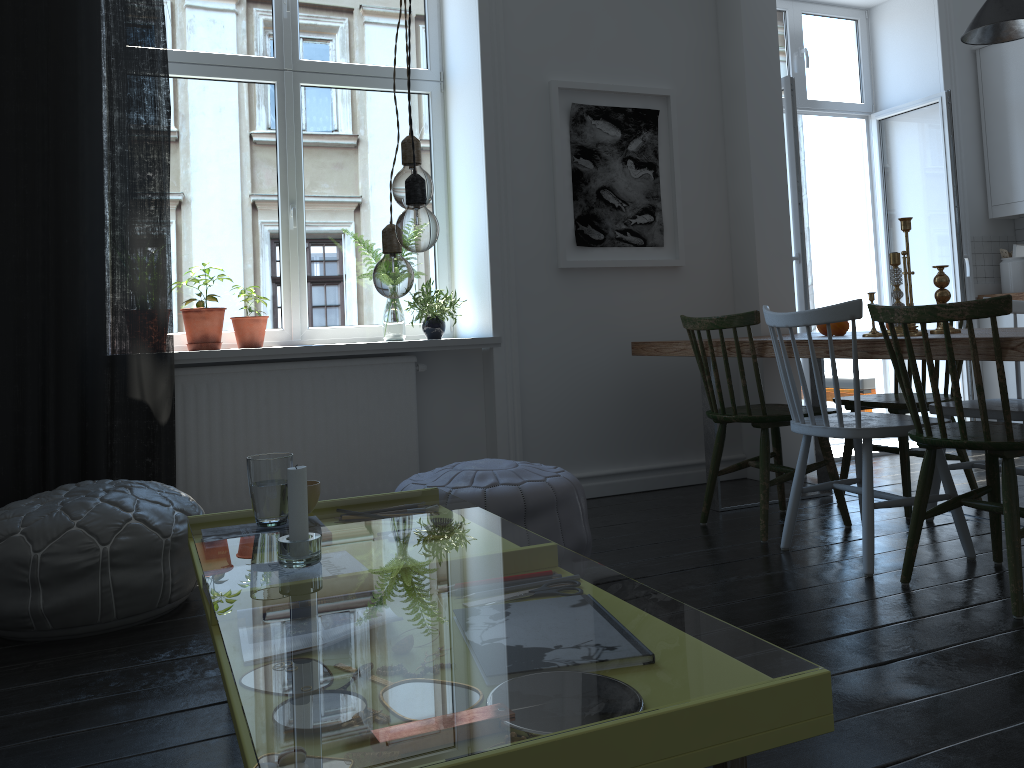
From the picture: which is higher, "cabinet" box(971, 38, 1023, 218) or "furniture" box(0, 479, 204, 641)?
"cabinet" box(971, 38, 1023, 218)

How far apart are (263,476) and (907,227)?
2.30m

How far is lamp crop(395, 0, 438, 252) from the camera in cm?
144

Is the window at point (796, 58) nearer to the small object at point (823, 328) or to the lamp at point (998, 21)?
the lamp at point (998, 21)

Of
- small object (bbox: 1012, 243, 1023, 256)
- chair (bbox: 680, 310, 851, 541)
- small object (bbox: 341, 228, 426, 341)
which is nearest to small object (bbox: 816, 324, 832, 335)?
chair (bbox: 680, 310, 851, 541)

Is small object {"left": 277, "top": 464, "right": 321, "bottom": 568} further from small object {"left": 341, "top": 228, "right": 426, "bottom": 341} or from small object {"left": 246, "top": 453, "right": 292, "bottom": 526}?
small object {"left": 341, "top": 228, "right": 426, "bottom": 341}

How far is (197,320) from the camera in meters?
3.6 m

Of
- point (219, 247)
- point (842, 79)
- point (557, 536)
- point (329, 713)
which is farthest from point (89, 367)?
point (842, 79)

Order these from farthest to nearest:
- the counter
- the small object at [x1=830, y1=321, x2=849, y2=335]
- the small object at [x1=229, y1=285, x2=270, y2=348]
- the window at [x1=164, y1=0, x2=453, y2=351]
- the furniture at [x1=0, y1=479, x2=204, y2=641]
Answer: the counter < the window at [x1=164, y1=0, x2=453, y2=351] < the small object at [x1=229, y1=285, x2=270, y2=348] < the small object at [x1=830, y1=321, x2=849, y2=335] < the furniture at [x1=0, y1=479, x2=204, y2=641]

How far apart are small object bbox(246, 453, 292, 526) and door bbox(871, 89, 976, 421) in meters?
4.3
